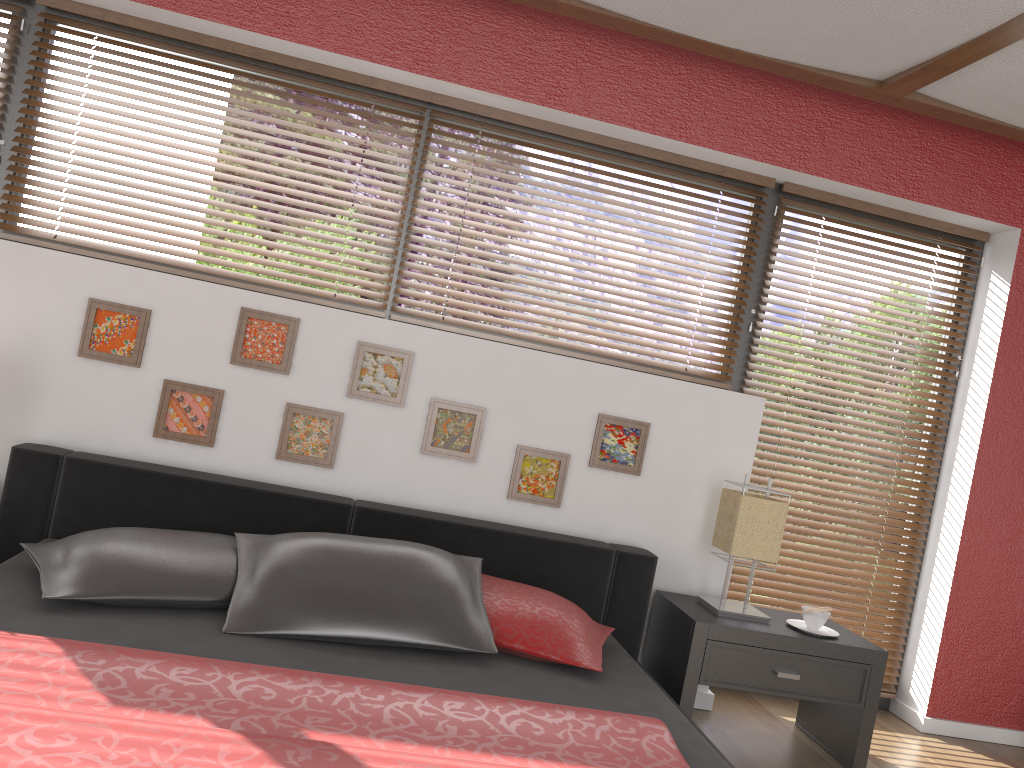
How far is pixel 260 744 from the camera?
1.53m

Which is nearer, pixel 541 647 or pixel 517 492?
pixel 541 647

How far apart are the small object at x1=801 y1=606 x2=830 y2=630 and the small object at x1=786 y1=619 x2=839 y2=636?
0.0 meters

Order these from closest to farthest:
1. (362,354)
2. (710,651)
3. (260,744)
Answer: (260,744) < (710,651) < (362,354)

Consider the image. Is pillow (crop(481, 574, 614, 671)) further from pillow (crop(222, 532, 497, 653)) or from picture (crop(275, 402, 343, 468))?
picture (crop(275, 402, 343, 468))

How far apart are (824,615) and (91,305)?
2.70m

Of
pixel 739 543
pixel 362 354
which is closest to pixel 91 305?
pixel 362 354

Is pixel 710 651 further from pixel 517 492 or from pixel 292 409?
pixel 292 409

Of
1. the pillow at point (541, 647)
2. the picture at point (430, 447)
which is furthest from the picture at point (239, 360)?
the pillow at point (541, 647)

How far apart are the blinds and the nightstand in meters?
0.4 m
